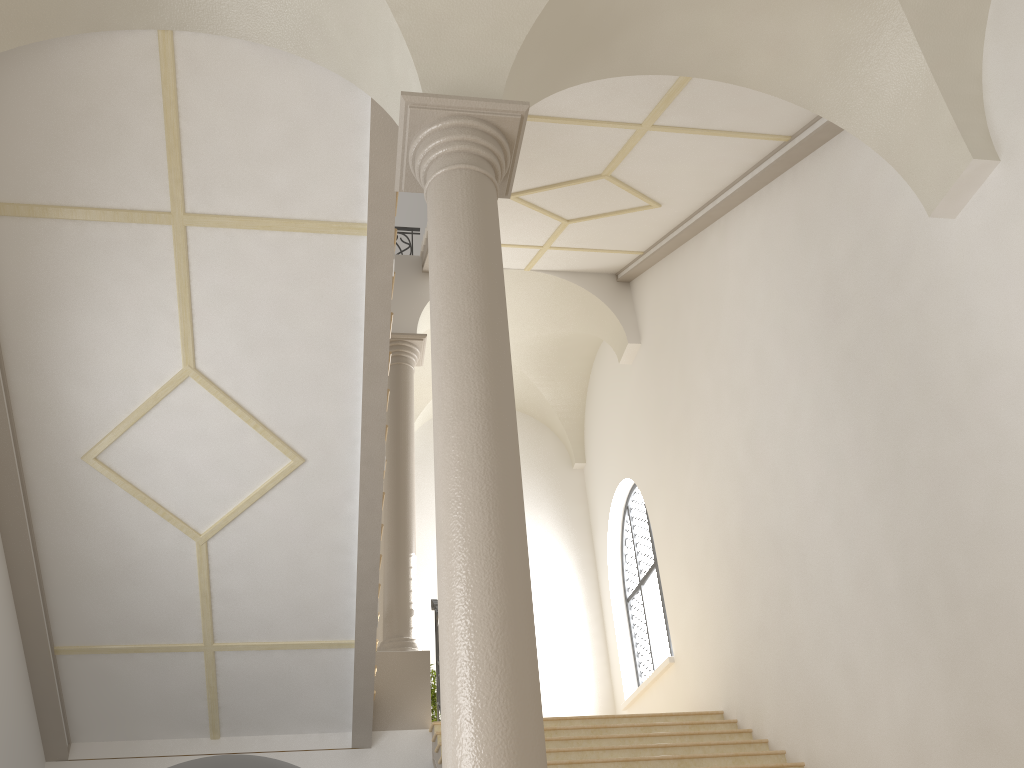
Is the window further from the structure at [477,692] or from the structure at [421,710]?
the structure at [477,692]

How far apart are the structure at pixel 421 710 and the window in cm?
309

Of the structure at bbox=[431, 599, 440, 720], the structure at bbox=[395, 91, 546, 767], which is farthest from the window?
the structure at bbox=[395, 91, 546, 767]

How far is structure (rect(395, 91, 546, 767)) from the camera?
3.2 meters

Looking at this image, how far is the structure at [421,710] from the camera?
9.05m

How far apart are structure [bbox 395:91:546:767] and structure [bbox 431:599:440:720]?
5.5 meters

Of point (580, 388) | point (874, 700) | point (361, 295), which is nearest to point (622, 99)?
point (361, 295)

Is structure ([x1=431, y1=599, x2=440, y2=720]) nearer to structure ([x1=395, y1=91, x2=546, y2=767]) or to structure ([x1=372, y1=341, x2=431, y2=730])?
structure ([x1=372, y1=341, x2=431, y2=730])

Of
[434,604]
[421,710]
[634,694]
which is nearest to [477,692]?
[421,710]

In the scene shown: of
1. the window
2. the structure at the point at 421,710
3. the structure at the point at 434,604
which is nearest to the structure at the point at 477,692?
the structure at the point at 434,604
